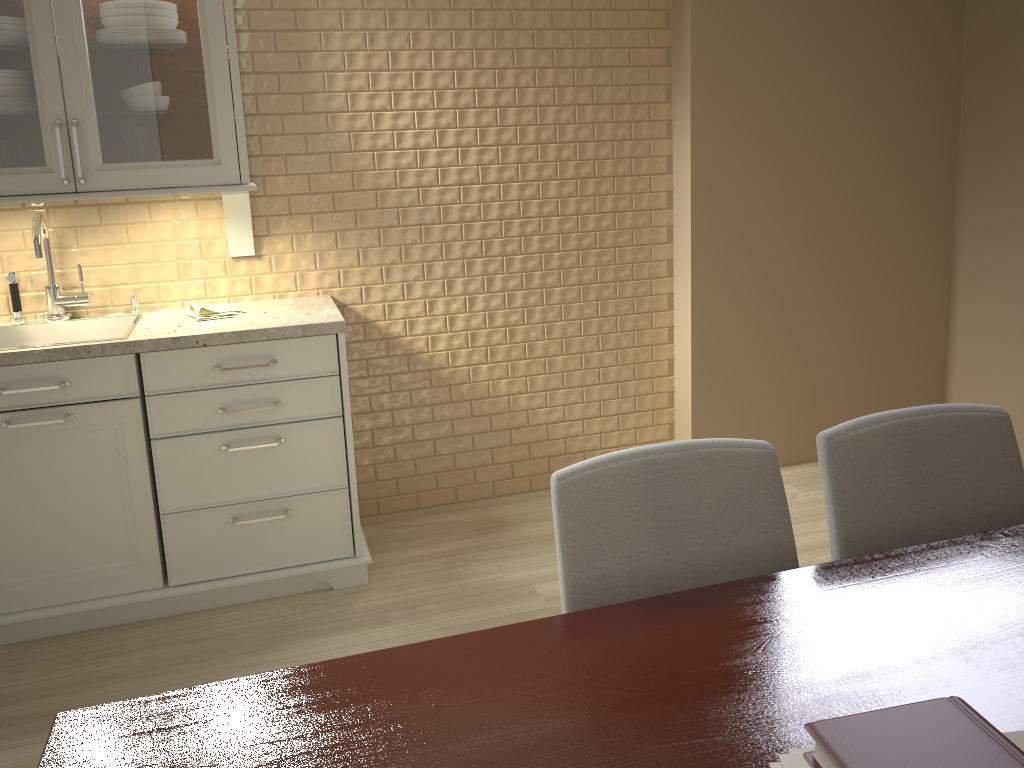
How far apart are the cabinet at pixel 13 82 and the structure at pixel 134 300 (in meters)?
0.33

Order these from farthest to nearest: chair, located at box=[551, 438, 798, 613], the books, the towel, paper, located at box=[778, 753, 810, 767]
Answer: the towel, chair, located at box=[551, 438, 798, 613], paper, located at box=[778, 753, 810, 767], the books

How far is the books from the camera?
0.7m

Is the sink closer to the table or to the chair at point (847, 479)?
the table

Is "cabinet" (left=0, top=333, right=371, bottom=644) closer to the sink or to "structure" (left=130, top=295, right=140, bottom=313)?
the sink

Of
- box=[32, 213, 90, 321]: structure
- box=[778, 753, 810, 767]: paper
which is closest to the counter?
box=[32, 213, 90, 321]: structure

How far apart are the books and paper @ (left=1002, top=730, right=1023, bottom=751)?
0.16m

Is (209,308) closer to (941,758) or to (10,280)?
(10,280)

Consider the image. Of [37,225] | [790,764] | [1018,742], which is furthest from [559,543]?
[37,225]

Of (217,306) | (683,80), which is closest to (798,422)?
(683,80)
